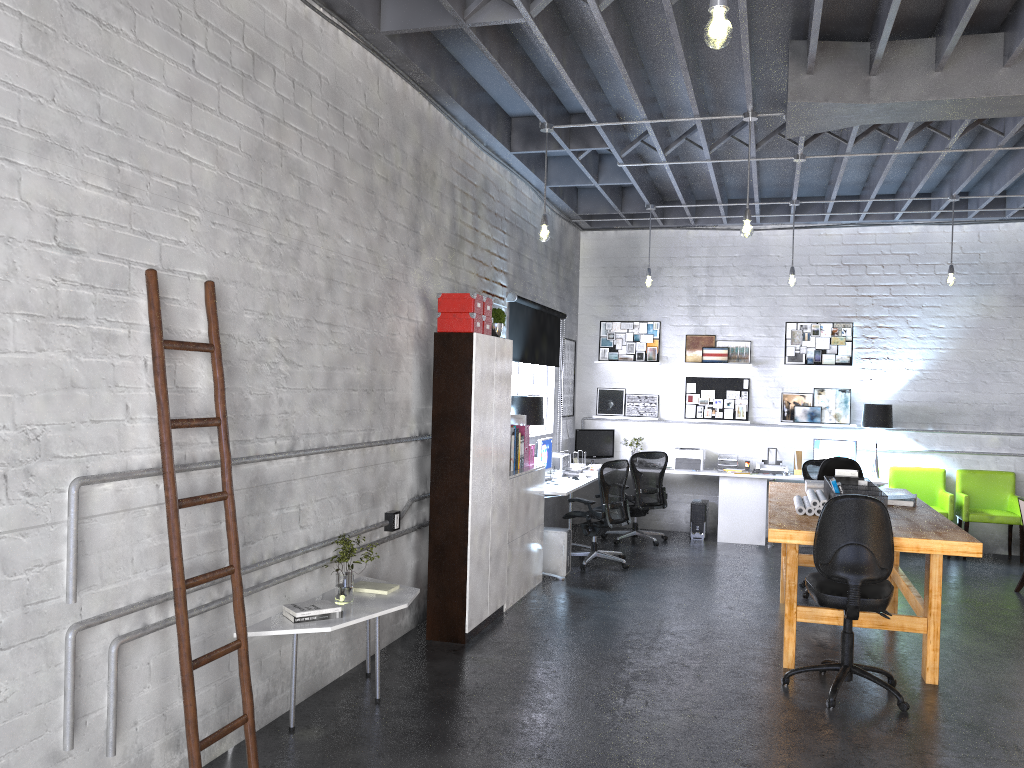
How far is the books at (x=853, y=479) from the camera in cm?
616

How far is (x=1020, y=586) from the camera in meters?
7.8 m

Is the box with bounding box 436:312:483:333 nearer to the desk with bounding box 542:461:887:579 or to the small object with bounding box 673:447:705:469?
the desk with bounding box 542:461:887:579

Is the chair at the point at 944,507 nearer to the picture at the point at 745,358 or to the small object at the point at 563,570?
the picture at the point at 745,358

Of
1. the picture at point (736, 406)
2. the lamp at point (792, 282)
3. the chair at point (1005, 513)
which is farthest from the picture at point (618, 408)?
the chair at point (1005, 513)

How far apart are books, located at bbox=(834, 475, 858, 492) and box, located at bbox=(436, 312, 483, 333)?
2.71m

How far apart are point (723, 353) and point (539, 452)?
3.3 meters

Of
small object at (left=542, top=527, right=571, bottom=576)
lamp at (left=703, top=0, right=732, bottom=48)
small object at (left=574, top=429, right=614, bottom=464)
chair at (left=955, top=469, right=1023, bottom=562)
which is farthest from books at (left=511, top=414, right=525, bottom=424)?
chair at (left=955, top=469, right=1023, bottom=562)

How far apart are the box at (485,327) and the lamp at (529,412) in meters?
1.9 m

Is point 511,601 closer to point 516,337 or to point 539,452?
point 539,452
